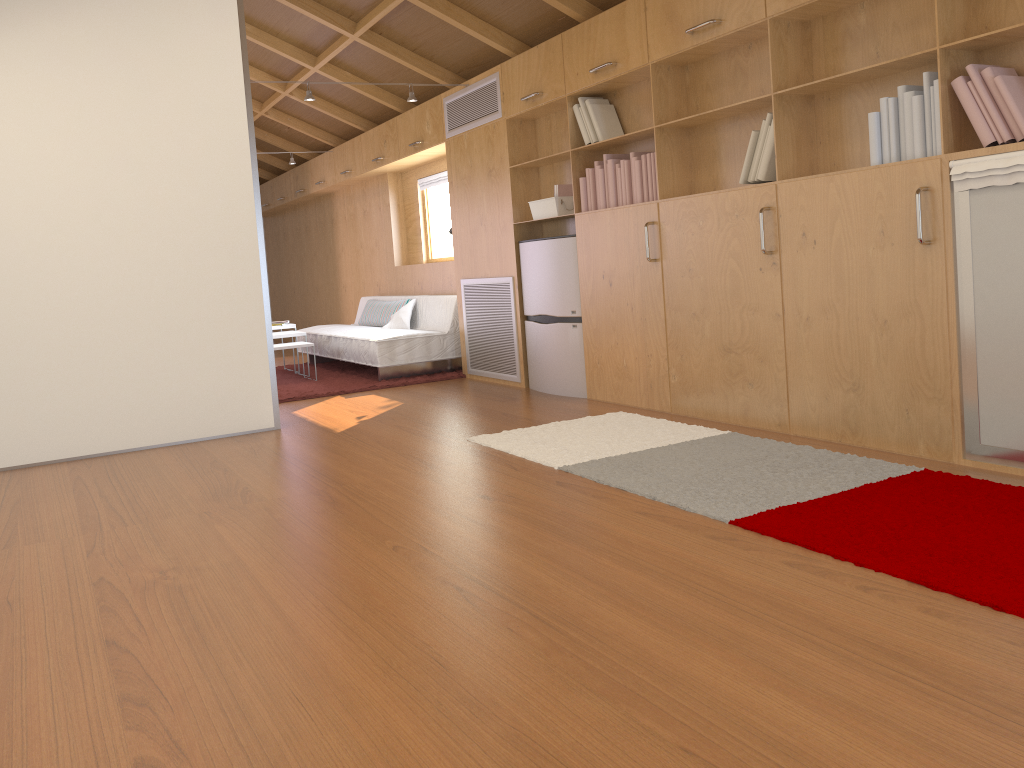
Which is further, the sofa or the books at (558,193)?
the sofa

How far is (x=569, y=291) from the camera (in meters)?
5.33

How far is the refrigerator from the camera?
5.3 meters

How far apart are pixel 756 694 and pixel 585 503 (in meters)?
1.40

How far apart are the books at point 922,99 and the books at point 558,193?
0.3 meters

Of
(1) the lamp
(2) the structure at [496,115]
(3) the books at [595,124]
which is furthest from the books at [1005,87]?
(1) the lamp

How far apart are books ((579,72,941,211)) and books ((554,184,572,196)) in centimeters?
29cm

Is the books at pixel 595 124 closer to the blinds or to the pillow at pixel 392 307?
the blinds

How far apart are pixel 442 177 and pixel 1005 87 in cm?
528

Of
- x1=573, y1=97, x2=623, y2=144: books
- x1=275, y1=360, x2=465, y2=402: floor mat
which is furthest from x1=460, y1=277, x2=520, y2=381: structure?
x1=573, y1=97, x2=623, y2=144: books
